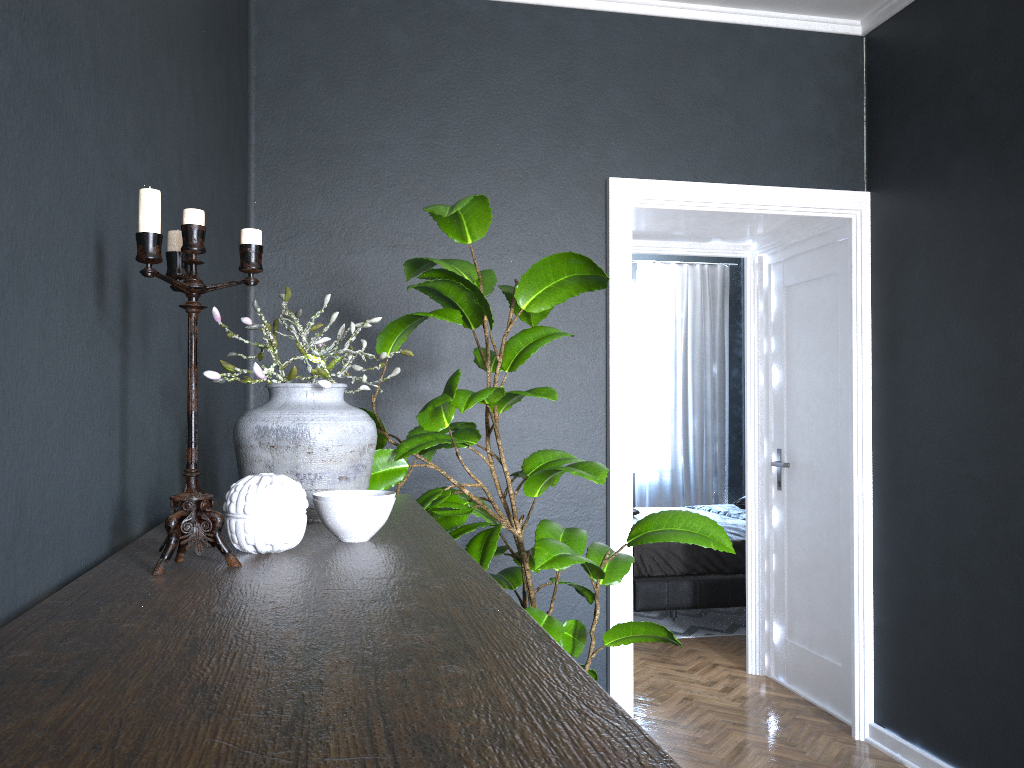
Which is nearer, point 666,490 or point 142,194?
point 142,194

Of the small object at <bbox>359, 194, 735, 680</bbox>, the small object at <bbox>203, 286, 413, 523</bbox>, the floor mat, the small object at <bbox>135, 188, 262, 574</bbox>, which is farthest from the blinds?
the small object at <bbox>135, 188, 262, 574</bbox>

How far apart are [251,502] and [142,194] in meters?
0.4 m

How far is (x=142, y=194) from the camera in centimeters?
99cm

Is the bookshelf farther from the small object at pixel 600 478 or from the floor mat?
the floor mat

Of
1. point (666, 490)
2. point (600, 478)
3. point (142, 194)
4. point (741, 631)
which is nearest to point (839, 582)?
point (741, 631)

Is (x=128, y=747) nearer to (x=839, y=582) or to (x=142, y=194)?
(x=142, y=194)

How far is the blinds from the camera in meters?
8.3

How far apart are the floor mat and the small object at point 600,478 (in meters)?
3.16

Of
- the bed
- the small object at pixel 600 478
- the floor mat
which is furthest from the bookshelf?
the floor mat
